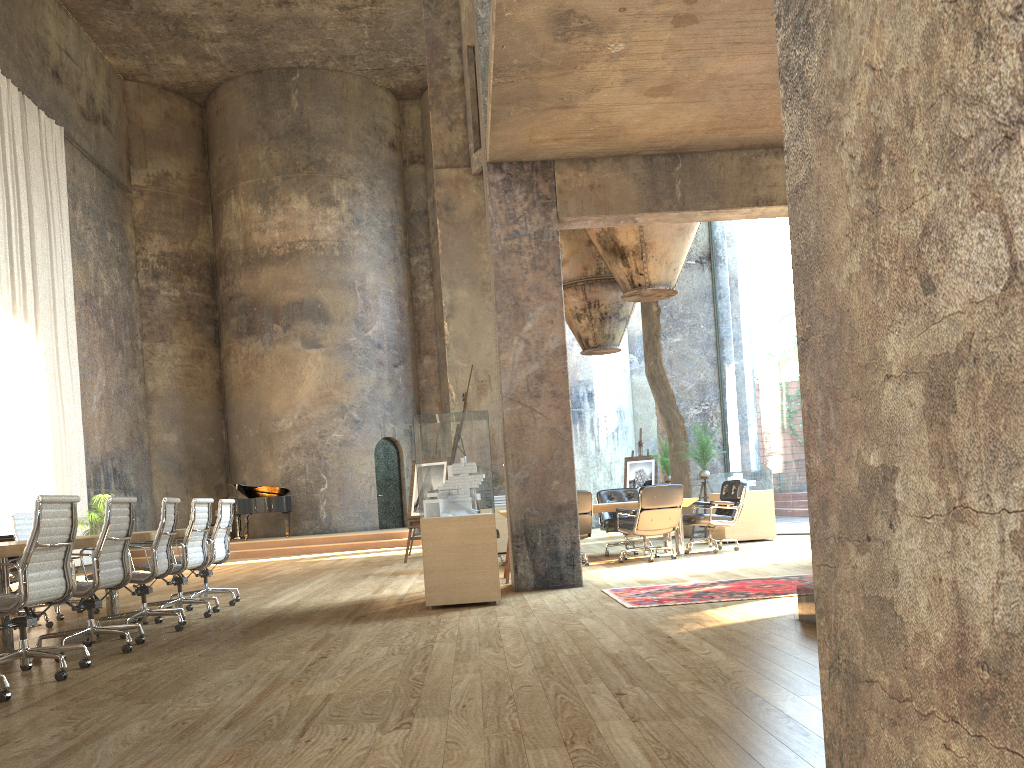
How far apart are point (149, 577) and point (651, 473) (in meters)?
12.11

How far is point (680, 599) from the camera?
6.3m

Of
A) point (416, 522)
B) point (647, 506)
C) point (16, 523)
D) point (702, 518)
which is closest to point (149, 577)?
point (16, 523)

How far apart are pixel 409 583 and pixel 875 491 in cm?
861

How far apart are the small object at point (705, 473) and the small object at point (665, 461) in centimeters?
249cm

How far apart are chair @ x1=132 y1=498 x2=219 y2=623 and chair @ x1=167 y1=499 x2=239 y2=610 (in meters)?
0.34

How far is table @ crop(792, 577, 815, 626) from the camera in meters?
4.8

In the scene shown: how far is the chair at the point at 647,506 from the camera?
9.94m

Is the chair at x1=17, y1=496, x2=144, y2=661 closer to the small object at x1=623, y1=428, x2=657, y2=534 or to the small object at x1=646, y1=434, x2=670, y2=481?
the small object at x1=646, y1=434, x2=670, y2=481

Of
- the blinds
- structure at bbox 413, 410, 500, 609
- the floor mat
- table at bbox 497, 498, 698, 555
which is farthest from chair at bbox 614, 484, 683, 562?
the blinds
